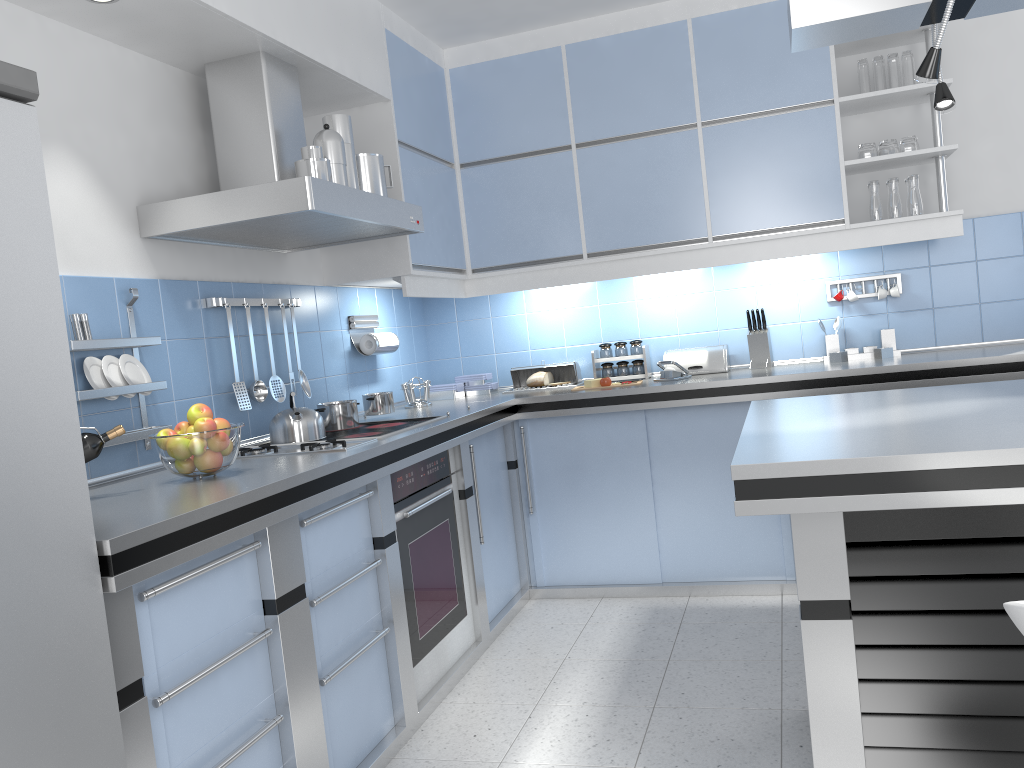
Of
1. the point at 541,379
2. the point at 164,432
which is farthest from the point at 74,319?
the point at 541,379

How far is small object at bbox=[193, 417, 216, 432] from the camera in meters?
2.3 m

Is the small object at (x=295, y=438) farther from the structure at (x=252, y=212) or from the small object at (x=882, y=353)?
the small object at (x=882, y=353)

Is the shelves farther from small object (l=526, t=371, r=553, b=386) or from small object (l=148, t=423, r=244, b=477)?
small object (l=148, t=423, r=244, b=477)

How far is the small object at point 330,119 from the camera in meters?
3.1

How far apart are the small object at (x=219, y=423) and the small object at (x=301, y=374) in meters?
1.1

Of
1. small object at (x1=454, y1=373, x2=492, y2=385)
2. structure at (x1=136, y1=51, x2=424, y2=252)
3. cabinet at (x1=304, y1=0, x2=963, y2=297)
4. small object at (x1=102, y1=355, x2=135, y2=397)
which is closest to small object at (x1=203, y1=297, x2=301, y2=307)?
structure at (x1=136, y1=51, x2=424, y2=252)

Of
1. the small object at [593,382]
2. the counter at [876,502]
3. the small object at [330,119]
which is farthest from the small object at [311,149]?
the small object at [593,382]

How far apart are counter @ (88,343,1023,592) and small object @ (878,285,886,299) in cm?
37

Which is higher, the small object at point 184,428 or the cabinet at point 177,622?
Answer: the small object at point 184,428
